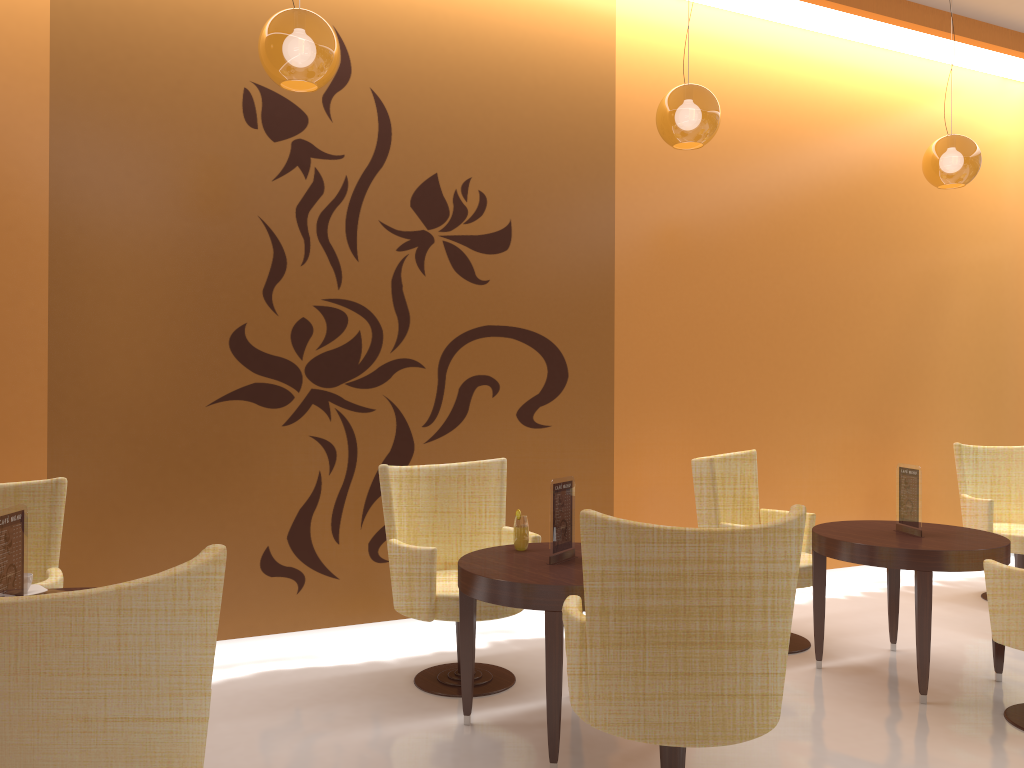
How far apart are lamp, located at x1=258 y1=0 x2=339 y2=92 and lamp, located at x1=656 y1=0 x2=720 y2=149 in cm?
153

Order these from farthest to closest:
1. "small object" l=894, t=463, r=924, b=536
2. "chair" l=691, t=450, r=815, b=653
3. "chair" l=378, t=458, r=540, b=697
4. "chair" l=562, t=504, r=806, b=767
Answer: "chair" l=691, t=450, r=815, b=653 → "small object" l=894, t=463, r=924, b=536 → "chair" l=378, t=458, r=540, b=697 → "chair" l=562, t=504, r=806, b=767

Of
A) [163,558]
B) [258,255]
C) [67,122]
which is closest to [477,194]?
[258,255]

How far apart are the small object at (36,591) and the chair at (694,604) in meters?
1.7

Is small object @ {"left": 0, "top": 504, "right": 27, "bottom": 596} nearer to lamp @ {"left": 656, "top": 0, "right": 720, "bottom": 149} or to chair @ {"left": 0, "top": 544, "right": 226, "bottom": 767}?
chair @ {"left": 0, "top": 544, "right": 226, "bottom": 767}

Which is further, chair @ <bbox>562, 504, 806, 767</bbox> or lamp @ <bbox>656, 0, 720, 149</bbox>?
lamp @ <bbox>656, 0, 720, 149</bbox>

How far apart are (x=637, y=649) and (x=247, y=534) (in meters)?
Result: 2.60

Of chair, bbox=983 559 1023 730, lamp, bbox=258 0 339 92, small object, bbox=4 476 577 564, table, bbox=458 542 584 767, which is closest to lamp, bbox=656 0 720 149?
lamp, bbox=258 0 339 92

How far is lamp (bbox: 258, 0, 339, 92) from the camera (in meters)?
3.18

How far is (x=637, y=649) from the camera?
2.5 meters
